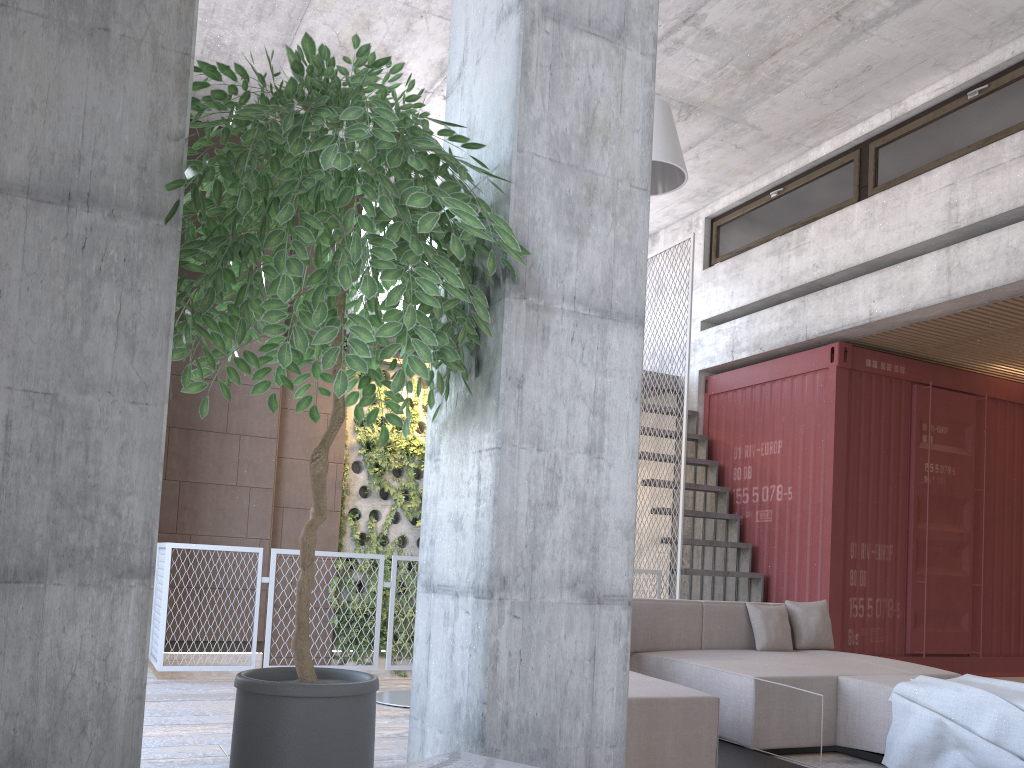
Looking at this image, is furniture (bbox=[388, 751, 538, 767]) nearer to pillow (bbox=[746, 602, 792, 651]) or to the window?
pillow (bbox=[746, 602, 792, 651])

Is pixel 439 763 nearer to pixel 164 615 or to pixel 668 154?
pixel 668 154

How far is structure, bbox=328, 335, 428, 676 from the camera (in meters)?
9.22

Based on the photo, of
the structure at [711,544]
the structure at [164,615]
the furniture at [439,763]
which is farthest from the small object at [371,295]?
the structure at [711,544]

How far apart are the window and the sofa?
4.2m

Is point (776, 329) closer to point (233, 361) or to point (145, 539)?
point (233, 361)

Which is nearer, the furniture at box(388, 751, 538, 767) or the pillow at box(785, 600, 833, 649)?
the furniture at box(388, 751, 538, 767)

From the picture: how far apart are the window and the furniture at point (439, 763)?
7.22m

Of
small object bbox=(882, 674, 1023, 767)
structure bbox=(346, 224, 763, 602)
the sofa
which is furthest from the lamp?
structure bbox=(346, 224, 763, 602)

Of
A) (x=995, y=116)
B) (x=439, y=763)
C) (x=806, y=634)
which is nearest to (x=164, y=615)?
(x=806, y=634)
